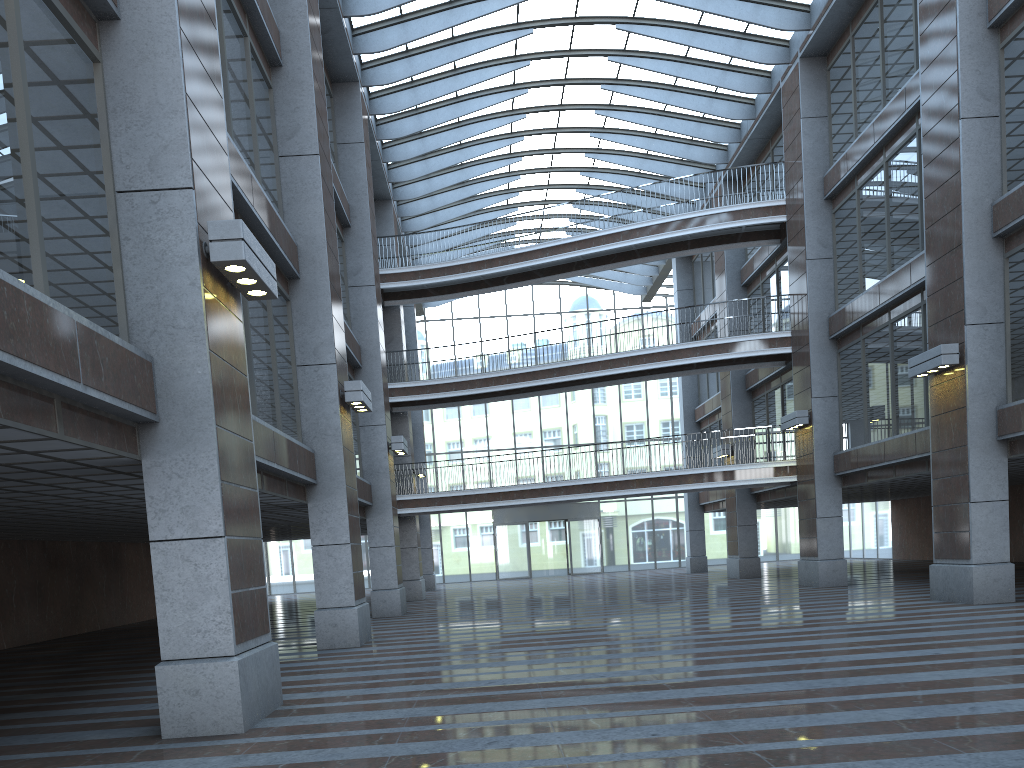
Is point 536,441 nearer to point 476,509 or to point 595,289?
point 595,289

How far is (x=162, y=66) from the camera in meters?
8.6

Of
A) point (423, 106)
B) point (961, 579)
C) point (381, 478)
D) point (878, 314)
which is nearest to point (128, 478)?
point (381, 478)
